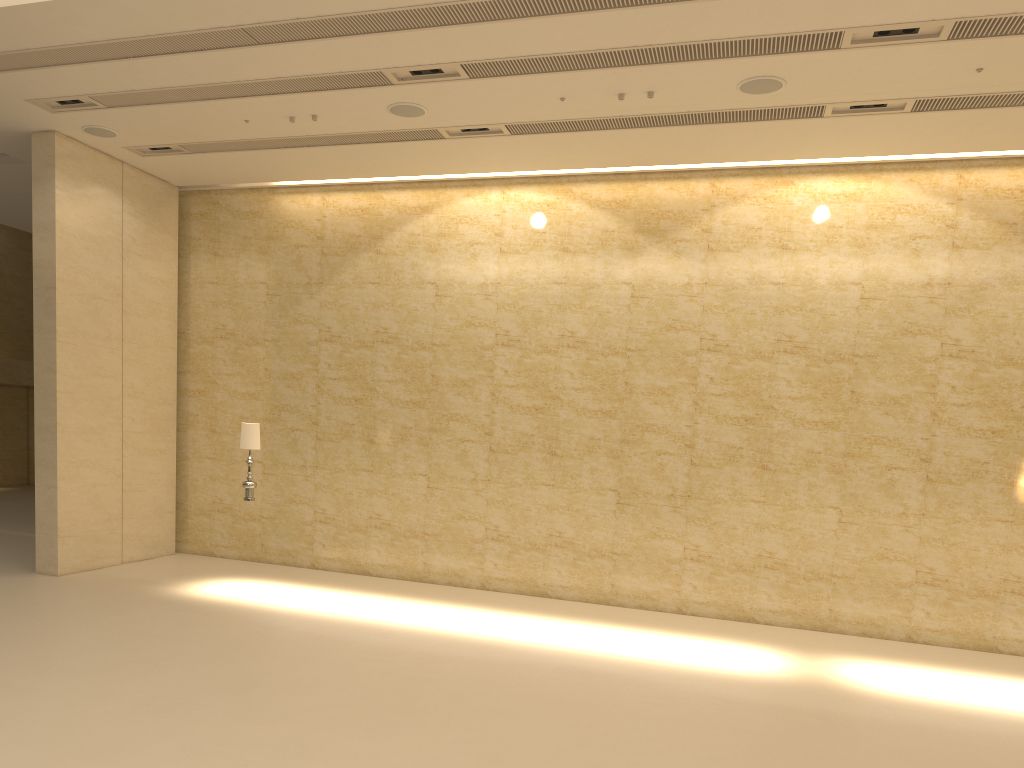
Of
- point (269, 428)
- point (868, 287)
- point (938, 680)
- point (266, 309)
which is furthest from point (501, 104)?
point (938, 680)

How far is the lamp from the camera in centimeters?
1116cm

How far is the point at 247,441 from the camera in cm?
1116

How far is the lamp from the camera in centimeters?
1116cm
